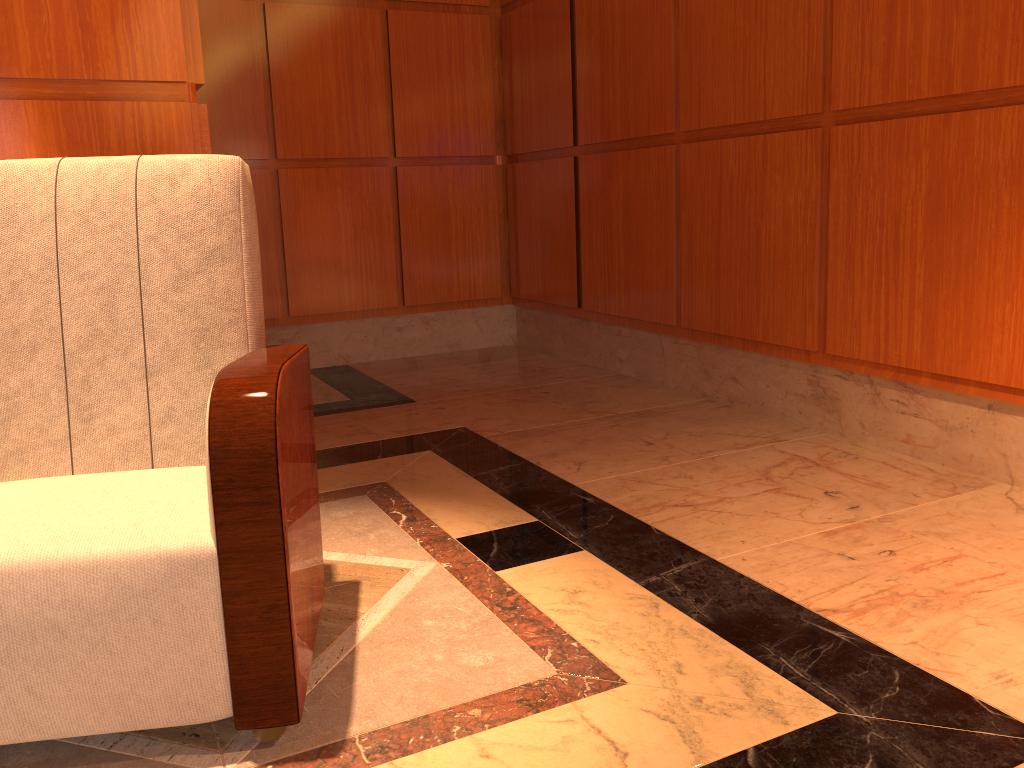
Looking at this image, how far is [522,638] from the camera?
1.8m

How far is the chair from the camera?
1.3m

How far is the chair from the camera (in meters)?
1.35
